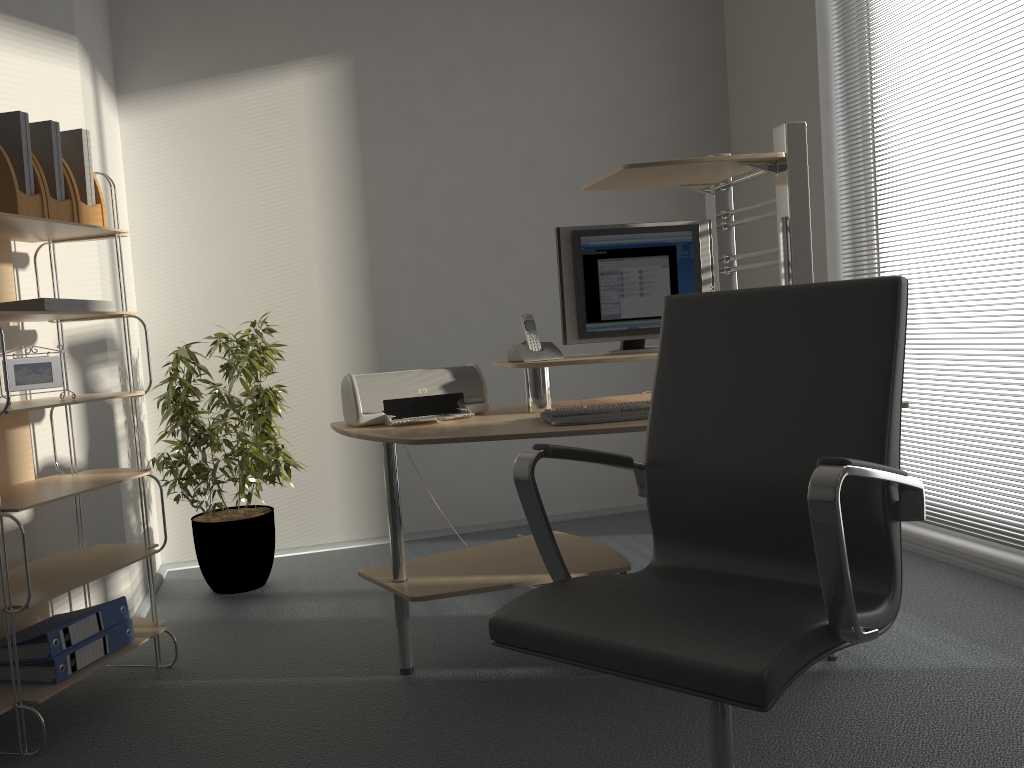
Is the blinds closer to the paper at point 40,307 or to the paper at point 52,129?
the paper at point 40,307

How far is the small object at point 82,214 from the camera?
2.59m

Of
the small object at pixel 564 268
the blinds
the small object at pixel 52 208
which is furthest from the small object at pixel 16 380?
the blinds

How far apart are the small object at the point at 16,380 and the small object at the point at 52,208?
0.4 meters

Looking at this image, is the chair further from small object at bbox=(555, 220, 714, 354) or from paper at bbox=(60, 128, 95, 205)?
paper at bbox=(60, 128, 95, 205)

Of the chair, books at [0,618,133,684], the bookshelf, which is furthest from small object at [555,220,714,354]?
books at [0,618,133,684]

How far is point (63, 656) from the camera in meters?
2.4

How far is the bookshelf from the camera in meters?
2.3 m

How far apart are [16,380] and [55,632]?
0.7 meters

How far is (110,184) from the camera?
2.72m
